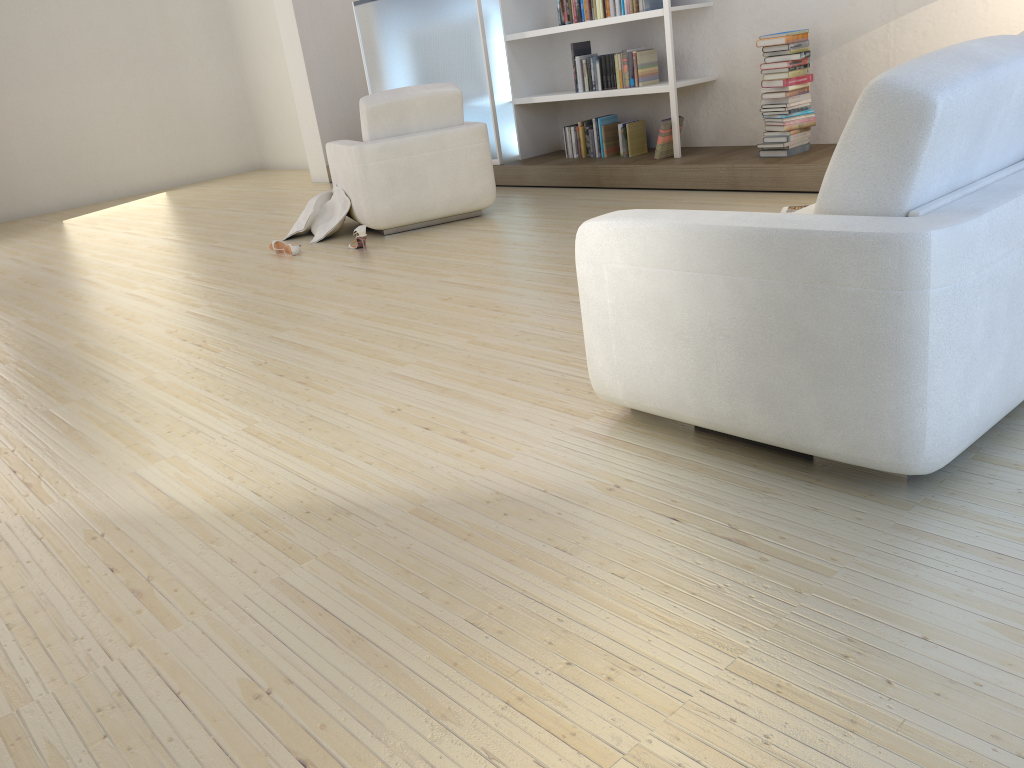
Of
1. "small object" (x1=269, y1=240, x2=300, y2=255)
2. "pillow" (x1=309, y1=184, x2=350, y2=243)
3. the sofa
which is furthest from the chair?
the sofa

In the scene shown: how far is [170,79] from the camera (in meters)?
10.61

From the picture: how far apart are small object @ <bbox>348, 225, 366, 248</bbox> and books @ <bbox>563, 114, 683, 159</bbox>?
2.10m

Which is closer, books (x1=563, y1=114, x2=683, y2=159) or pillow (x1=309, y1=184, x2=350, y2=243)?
pillow (x1=309, y1=184, x2=350, y2=243)

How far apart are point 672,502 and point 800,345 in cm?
44

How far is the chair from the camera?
5.4m

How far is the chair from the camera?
5.4 meters

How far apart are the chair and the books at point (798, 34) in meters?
1.7

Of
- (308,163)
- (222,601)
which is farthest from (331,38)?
(222,601)

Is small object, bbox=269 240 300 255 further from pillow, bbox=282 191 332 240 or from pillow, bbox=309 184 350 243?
pillow, bbox=282 191 332 240
